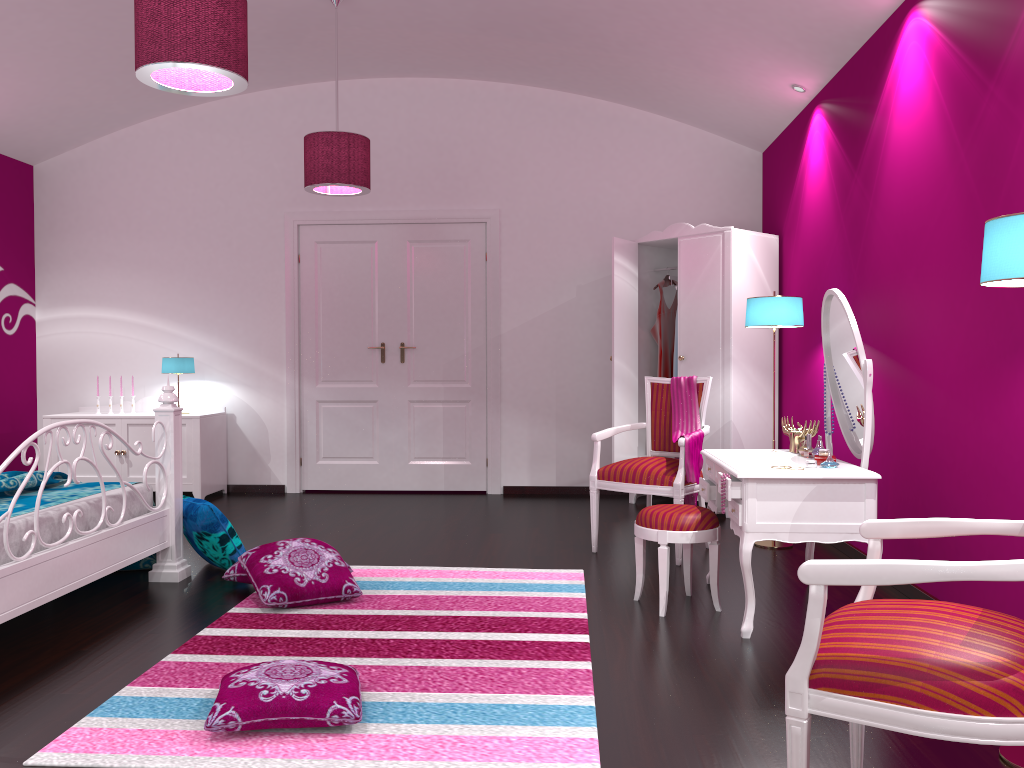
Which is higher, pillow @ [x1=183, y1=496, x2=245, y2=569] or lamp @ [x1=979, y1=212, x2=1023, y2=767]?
lamp @ [x1=979, y1=212, x2=1023, y2=767]

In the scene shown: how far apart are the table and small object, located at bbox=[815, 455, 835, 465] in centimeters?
8cm

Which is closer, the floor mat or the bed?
Answer: the floor mat

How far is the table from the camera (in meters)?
3.10

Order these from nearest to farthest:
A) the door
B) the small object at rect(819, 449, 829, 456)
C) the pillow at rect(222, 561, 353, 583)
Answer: the small object at rect(819, 449, 829, 456), the pillow at rect(222, 561, 353, 583), the door

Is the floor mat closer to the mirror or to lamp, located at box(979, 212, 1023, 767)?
lamp, located at box(979, 212, 1023, 767)

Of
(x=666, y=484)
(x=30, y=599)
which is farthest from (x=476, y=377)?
(x=30, y=599)

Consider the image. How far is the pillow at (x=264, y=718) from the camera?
2.3 meters

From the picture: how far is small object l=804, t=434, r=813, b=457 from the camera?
3.5m

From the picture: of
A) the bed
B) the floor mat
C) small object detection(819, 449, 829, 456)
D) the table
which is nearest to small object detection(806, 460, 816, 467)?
the table
